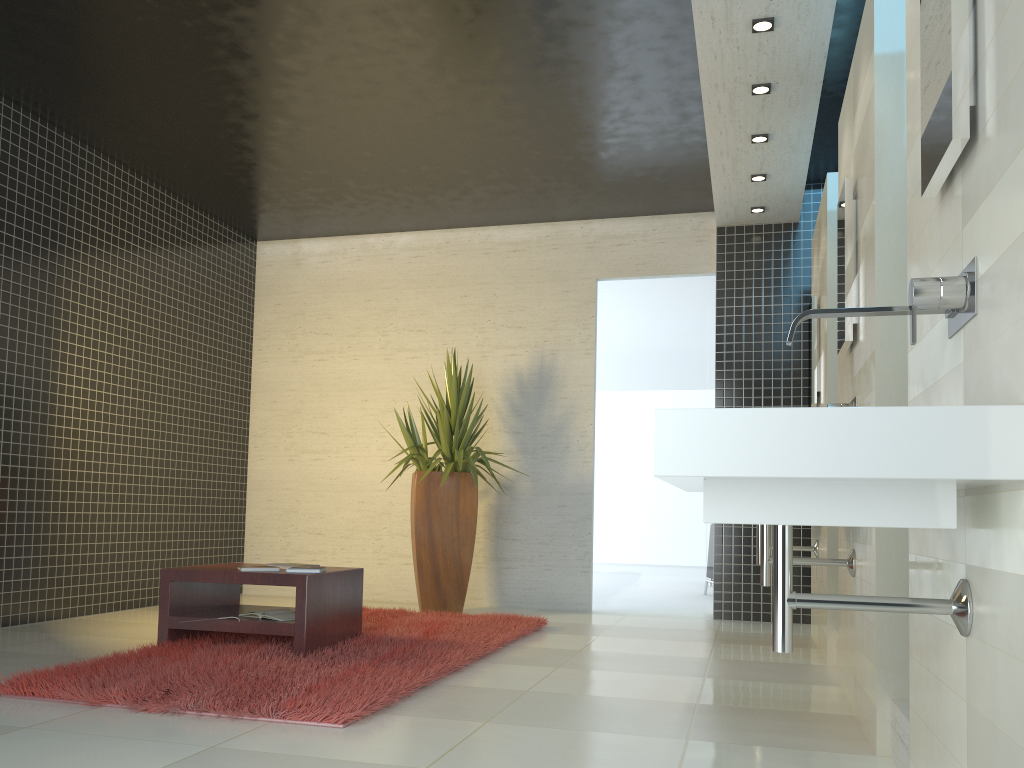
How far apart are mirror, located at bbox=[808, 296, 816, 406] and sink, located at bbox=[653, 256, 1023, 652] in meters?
3.7 m

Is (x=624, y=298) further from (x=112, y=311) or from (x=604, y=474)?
(x=112, y=311)

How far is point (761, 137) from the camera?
5.56m

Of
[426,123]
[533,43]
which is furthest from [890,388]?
[426,123]

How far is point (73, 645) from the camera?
4.85m

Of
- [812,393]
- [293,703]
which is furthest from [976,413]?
[812,393]

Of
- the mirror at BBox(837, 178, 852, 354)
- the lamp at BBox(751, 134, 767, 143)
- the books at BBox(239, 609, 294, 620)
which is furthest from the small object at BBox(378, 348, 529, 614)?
the mirror at BBox(837, 178, 852, 354)

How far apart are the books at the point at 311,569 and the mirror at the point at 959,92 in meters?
3.4 m

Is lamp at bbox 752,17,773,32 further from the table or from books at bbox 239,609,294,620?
books at bbox 239,609,294,620

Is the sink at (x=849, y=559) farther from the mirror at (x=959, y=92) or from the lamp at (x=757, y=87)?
the lamp at (x=757, y=87)
